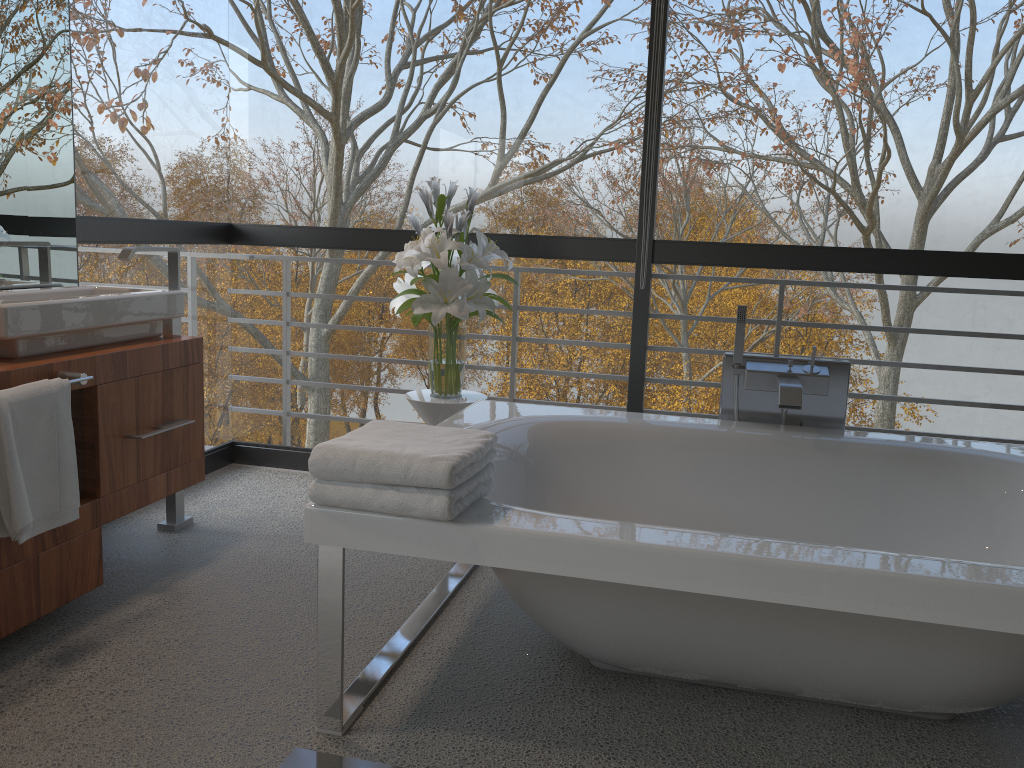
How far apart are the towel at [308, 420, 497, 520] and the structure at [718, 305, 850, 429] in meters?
1.1 m

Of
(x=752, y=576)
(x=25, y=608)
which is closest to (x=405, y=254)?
(x=25, y=608)

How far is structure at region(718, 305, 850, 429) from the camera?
2.8m

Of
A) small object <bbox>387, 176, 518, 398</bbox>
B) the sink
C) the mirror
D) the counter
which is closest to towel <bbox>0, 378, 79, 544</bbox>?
the counter

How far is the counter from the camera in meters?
2.2

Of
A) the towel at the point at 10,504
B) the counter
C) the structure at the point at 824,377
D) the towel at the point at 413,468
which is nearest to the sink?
the counter

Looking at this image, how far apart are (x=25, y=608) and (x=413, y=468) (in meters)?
1.20

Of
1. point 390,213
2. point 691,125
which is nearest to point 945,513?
point 691,125

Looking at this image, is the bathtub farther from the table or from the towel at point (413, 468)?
the table

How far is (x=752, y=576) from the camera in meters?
1.6 m
